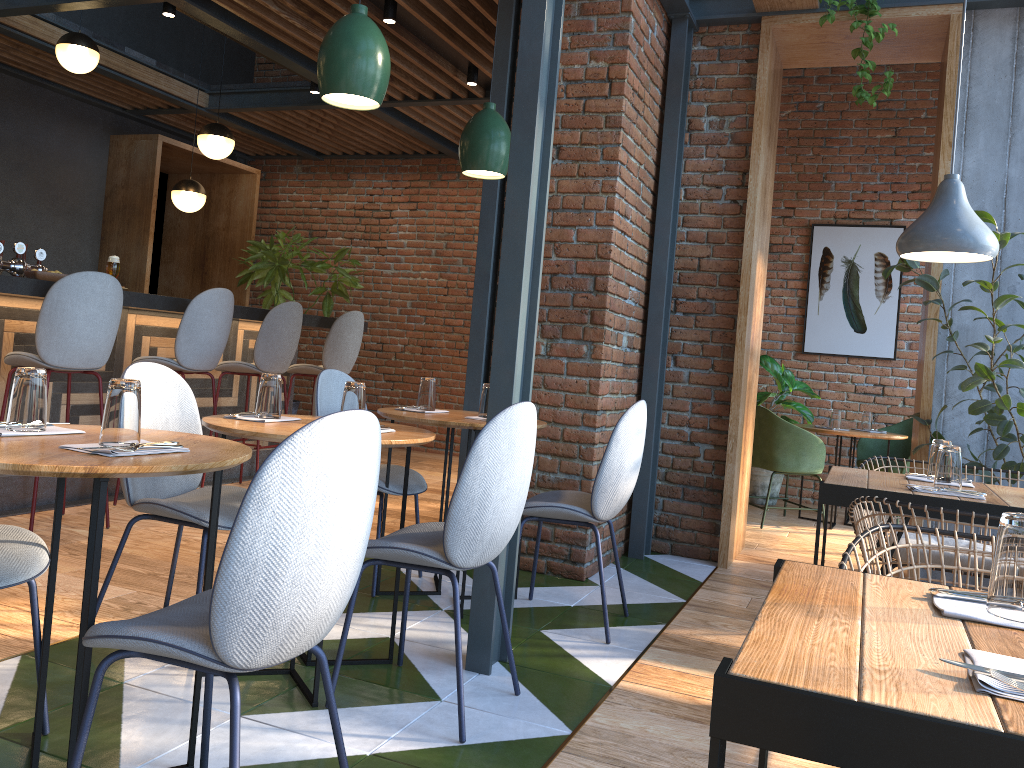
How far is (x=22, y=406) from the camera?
1.94m

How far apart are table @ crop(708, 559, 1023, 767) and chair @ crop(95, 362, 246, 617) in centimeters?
182cm

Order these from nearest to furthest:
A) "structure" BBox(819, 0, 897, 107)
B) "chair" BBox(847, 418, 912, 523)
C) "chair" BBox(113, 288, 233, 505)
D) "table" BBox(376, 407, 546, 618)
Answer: "table" BBox(376, 407, 546, 618), "structure" BBox(819, 0, 897, 107), "chair" BBox(113, 288, 233, 505), "chair" BBox(847, 418, 912, 523)

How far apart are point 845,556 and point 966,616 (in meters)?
0.49

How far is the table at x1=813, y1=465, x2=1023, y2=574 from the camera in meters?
2.6 m

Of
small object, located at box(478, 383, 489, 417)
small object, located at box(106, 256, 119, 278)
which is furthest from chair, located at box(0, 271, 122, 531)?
small object, located at box(478, 383, 489, 417)

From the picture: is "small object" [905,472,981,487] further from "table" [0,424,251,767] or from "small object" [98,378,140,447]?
"small object" [98,378,140,447]

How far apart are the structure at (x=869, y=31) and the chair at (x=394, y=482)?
2.8 meters

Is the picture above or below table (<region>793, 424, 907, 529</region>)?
above

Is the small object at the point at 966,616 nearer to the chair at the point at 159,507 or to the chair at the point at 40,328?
the chair at the point at 159,507
